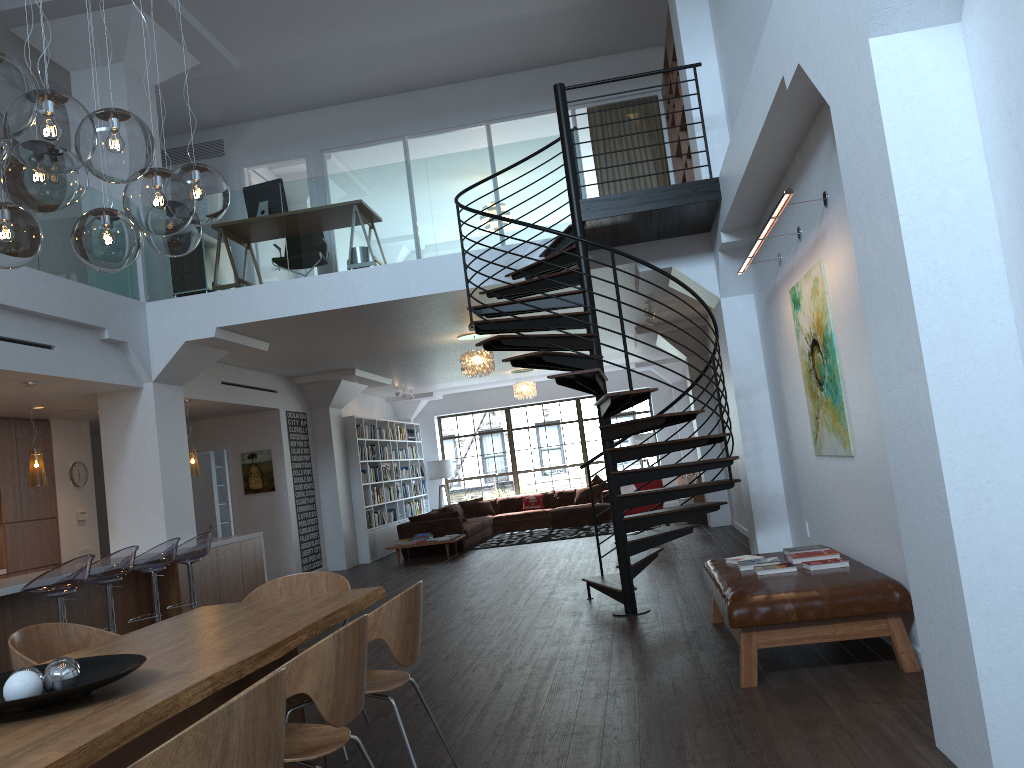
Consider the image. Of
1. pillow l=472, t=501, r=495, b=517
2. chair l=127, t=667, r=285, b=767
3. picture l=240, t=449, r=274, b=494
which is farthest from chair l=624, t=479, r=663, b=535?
chair l=127, t=667, r=285, b=767

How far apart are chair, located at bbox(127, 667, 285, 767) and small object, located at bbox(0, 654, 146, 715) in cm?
62

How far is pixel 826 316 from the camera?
5.4 meters

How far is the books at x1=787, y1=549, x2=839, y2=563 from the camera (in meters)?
5.37

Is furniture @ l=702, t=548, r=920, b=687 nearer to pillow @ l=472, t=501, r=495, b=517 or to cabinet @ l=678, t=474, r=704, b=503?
cabinet @ l=678, t=474, r=704, b=503

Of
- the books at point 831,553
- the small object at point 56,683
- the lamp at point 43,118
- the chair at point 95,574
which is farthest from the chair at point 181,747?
the chair at point 95,574

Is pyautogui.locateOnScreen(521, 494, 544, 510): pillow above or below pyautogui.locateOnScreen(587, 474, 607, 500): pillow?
below

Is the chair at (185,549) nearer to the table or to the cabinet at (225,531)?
the table

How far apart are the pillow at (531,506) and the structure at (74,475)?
8.9 meters

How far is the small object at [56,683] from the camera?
2.5 meters
